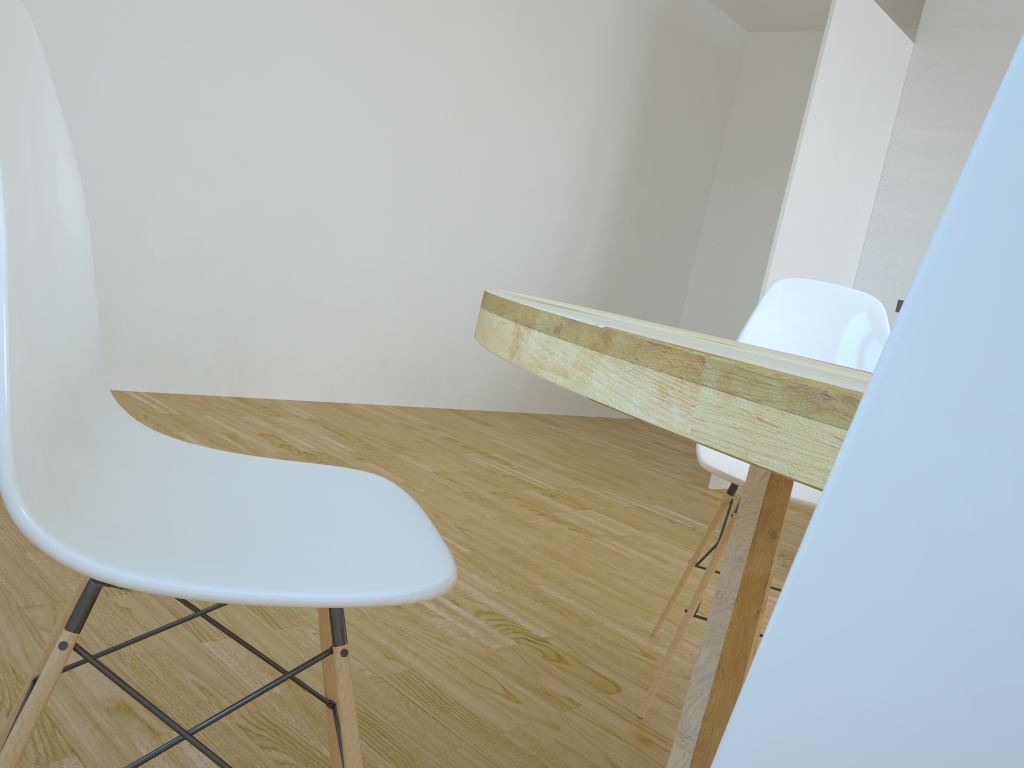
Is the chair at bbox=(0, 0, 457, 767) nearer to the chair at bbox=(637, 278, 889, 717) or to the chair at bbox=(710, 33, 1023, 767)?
the chair at bbox=(710, 33, 1023, 767)

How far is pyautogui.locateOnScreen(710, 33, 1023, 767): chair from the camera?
0.2m

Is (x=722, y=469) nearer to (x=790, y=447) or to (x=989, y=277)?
(x=790, y=447)

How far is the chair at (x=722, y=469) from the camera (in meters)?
1.81

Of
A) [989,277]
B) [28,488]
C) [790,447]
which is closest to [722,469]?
[790,447]

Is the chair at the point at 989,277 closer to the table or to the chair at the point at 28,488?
the table

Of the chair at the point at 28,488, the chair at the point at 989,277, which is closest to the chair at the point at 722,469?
the chair at the point at 28,488

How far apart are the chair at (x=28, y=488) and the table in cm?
20

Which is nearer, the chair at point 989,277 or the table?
the chair at point 989,277

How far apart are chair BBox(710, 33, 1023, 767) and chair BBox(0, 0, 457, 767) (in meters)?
0.52
